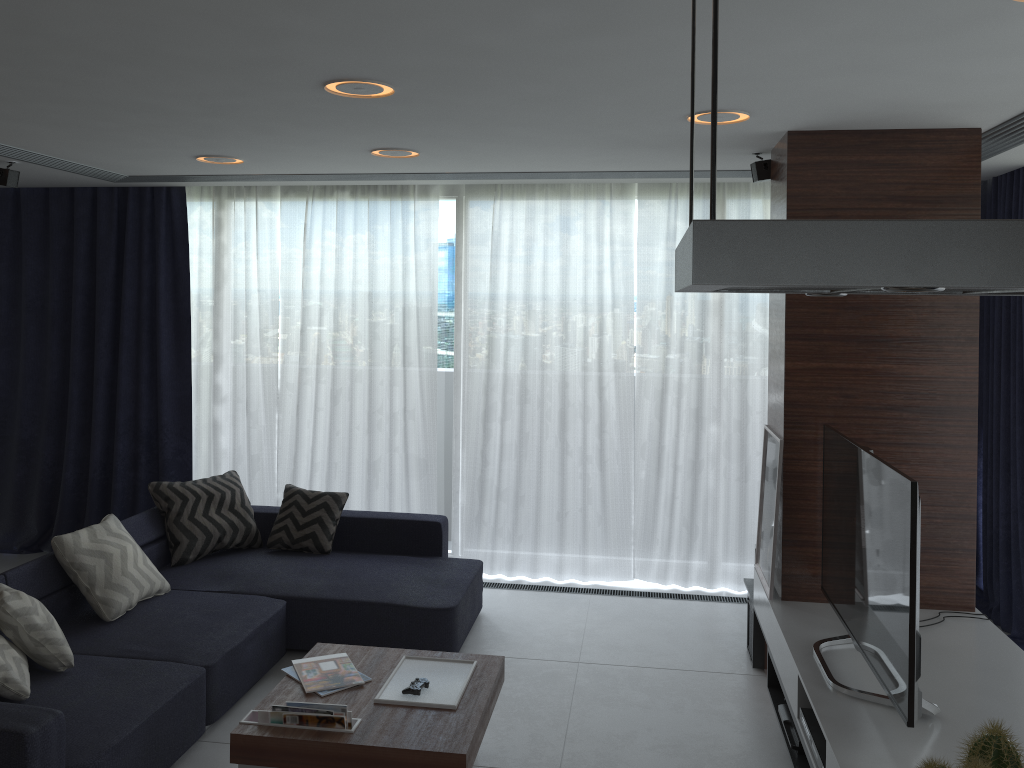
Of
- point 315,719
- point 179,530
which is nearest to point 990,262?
point 315,719

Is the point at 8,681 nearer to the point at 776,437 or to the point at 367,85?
the point at 367,85

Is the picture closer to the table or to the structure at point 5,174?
the table

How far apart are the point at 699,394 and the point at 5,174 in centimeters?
423cm

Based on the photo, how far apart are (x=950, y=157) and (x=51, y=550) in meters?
6.1

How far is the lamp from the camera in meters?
3.0

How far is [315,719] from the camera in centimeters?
308cm

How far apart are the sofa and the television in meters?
1.8

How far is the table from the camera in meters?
3.0

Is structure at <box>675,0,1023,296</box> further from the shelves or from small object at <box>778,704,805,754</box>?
small object at <box>778,704,805,754</box>
